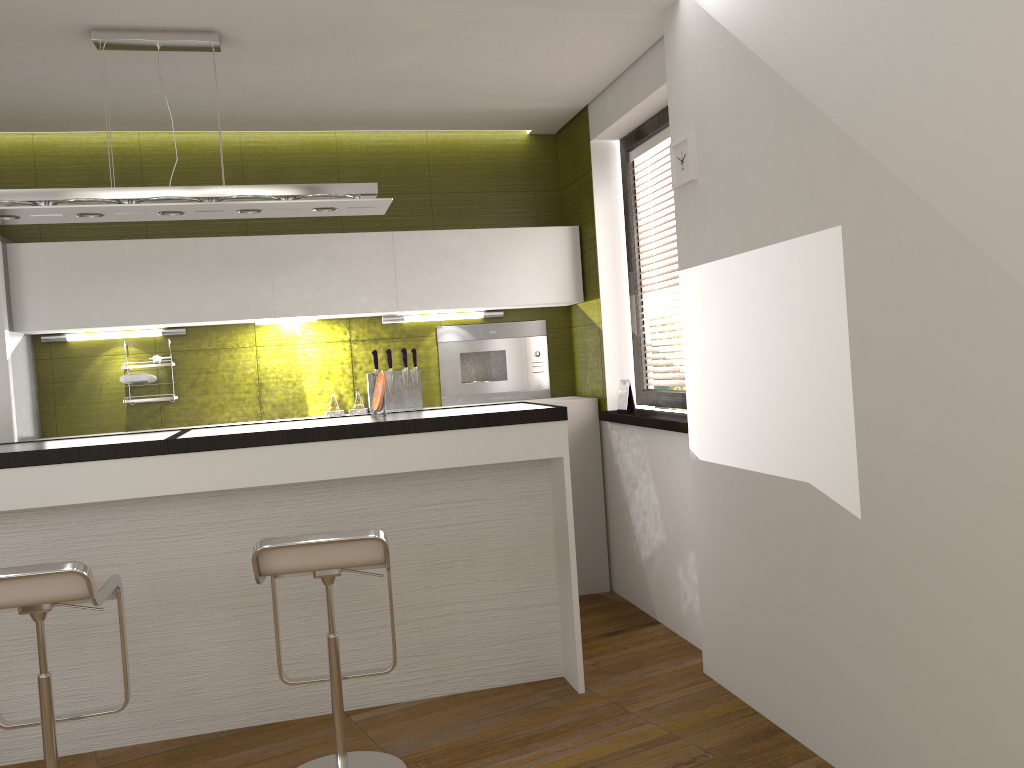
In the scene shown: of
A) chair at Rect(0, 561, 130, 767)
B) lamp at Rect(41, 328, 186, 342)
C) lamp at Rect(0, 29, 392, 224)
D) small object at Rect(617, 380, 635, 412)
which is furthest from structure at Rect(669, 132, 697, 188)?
lamp at Rect(41, 328, 186, 342)

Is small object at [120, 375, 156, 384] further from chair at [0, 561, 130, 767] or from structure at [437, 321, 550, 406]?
chair at [0, 561, 130, 767]

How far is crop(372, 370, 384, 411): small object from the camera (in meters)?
3.78

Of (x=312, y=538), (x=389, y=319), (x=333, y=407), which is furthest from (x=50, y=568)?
(x=389, y=319)

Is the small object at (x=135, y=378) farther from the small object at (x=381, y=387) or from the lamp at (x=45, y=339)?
the small object at (x=381, y=387)

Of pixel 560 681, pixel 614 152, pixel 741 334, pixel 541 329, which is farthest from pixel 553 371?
pixel 741 334

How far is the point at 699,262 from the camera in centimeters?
340cm

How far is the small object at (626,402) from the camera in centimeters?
456cm

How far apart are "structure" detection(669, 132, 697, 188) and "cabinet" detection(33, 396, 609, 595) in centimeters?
167cm

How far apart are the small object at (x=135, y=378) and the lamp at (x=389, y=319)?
1.28m
